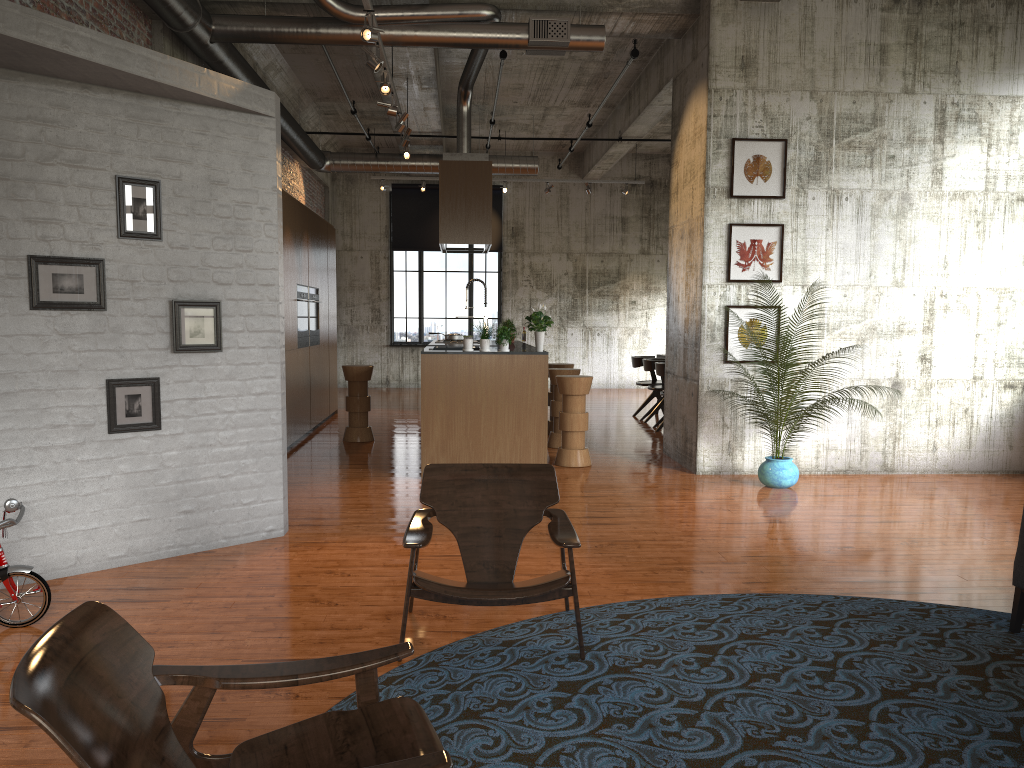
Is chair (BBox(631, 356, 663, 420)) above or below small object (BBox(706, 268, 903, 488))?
above

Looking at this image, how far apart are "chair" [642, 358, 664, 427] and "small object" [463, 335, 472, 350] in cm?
494

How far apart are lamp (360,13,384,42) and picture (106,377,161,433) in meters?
3.0 m

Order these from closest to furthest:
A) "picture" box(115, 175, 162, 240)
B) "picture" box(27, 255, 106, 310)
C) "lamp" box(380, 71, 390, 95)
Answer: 1. "picture" box(27, 255, 106, 310)
2. "picture" box(115, 175, 162, 240)
3. "lamp" box(380, 71, 390, 95)

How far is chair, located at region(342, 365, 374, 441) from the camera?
11.2m

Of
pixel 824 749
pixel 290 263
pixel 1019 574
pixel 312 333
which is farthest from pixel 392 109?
pixel 824 749

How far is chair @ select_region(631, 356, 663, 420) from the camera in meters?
13.9

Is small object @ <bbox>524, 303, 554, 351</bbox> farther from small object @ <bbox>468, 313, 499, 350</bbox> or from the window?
the window

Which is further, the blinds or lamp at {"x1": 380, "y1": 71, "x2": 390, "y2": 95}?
the blinds

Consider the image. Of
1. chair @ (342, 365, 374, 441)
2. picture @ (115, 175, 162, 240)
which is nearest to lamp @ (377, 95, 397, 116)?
chair @ (342, 365, 374, 441)
